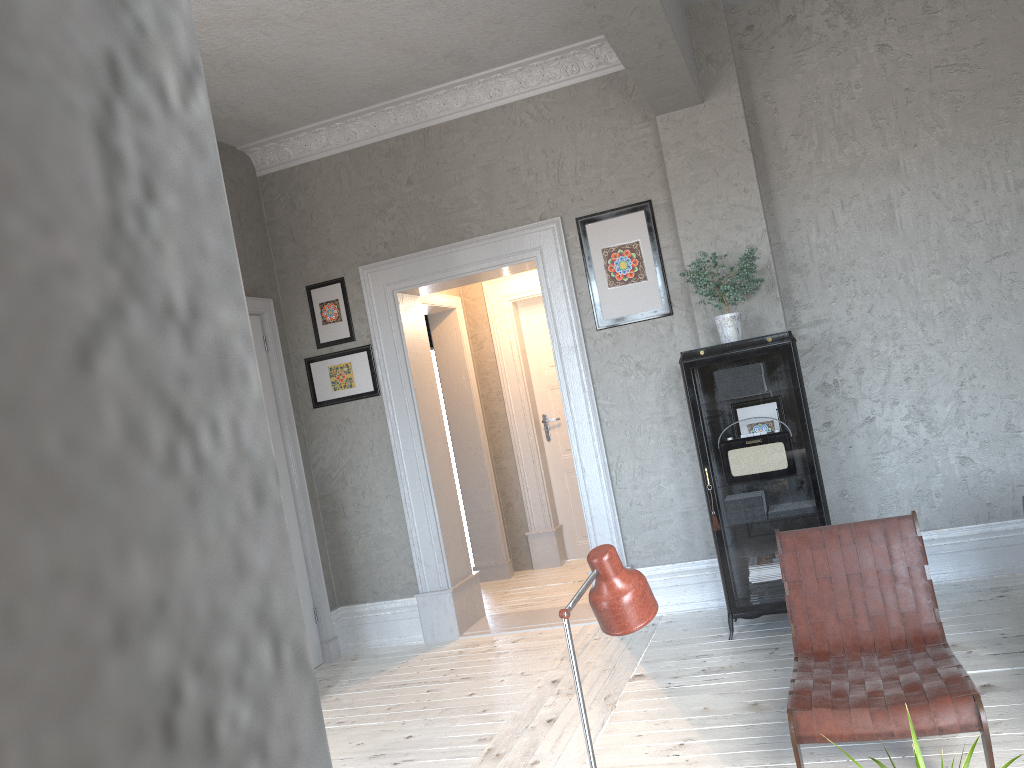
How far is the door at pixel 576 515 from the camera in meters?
7.3

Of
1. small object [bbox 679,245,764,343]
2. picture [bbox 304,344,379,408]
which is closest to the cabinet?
small object [bbox 679,245,764,343]

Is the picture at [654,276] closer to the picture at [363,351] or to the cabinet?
the cabinet

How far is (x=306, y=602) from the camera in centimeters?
547cm

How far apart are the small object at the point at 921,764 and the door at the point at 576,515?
5.8m

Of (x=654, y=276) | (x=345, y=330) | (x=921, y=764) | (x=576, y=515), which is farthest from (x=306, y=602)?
(x=921, y=764)

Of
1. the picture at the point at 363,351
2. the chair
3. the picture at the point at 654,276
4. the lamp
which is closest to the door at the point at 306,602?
the picture at the point at 363,351

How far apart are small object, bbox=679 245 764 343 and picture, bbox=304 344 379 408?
2.2 meters

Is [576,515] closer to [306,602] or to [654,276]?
[306,602]

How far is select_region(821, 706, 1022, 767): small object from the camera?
1.5m
